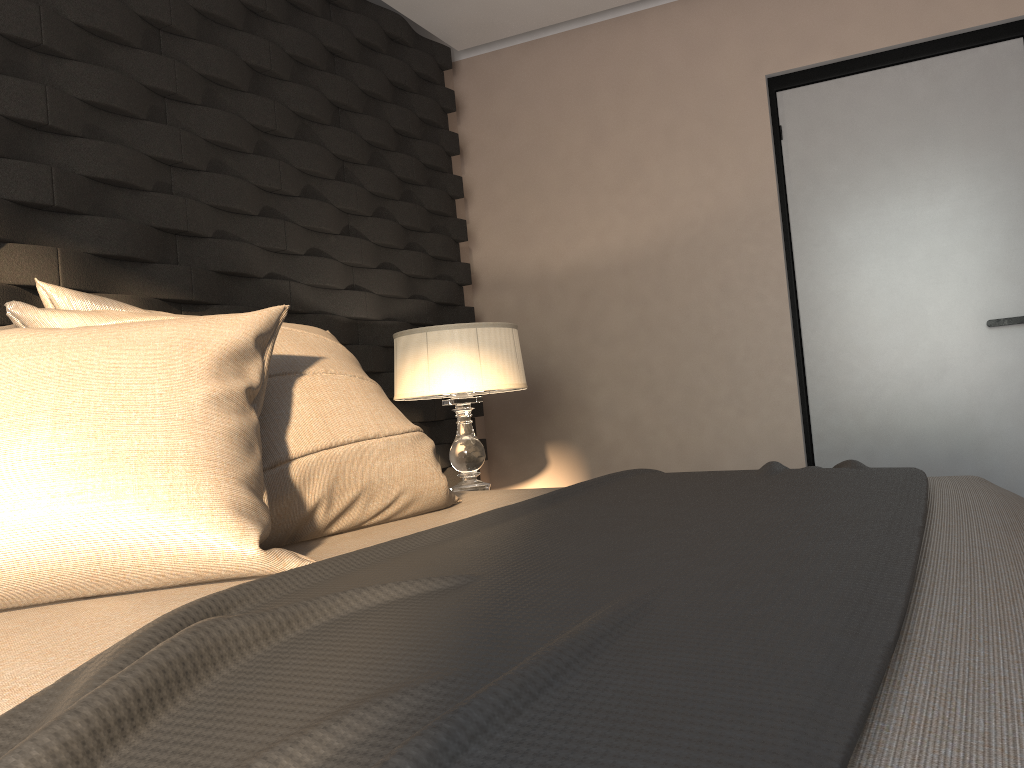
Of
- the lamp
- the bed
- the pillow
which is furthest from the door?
the pillow

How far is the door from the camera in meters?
3.2 m

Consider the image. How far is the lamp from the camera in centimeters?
290cm

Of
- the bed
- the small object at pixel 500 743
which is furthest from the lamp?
the small object at pixel 500 743

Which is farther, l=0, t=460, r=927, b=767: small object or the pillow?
the pillow

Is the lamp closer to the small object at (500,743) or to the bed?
the bed

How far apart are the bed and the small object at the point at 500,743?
0.0m

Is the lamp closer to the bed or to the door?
the bed

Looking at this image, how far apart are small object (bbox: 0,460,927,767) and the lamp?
1.1m

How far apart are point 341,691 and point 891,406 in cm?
320
